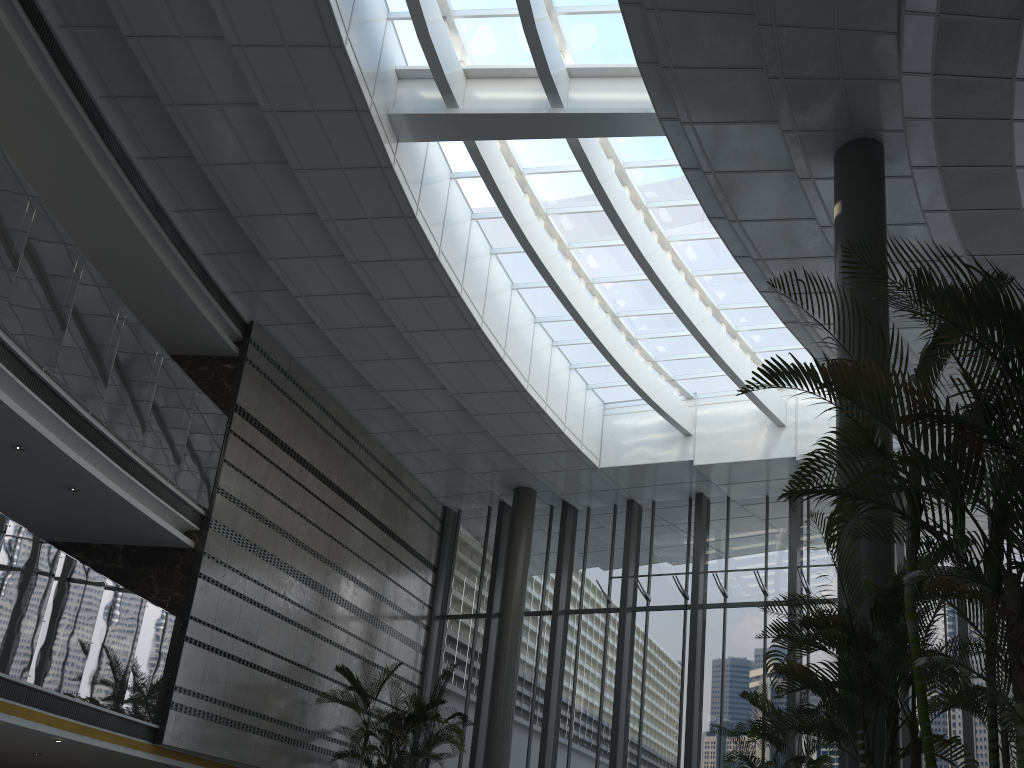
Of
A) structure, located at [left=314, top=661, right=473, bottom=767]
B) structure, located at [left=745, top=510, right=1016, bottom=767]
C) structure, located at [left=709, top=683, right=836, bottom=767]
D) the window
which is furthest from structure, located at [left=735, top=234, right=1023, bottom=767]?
structure, located at [left=314, top=661, right=473, bottom=767]

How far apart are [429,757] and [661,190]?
8.6 meters

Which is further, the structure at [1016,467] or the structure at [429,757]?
the structure at [429,757]

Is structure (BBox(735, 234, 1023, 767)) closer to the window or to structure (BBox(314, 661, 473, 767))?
the window

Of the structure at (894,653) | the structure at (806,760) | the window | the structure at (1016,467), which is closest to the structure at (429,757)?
the window

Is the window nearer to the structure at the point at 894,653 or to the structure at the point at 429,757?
the structure at the point at 429,757

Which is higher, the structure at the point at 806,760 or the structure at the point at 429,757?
the structure at the point at 429,757

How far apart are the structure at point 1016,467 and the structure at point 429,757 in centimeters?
866cm

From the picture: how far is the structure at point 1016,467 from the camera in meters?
3.4

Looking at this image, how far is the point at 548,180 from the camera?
12.6 meters
